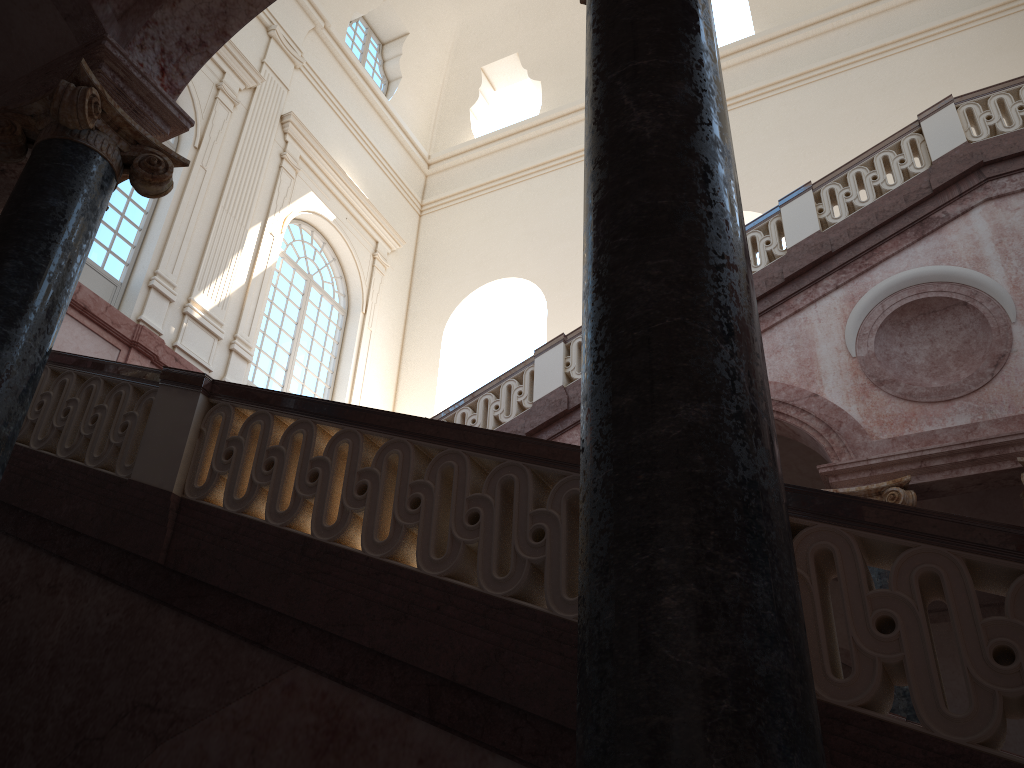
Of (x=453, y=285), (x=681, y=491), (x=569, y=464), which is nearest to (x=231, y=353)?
(x=453, y=285)
